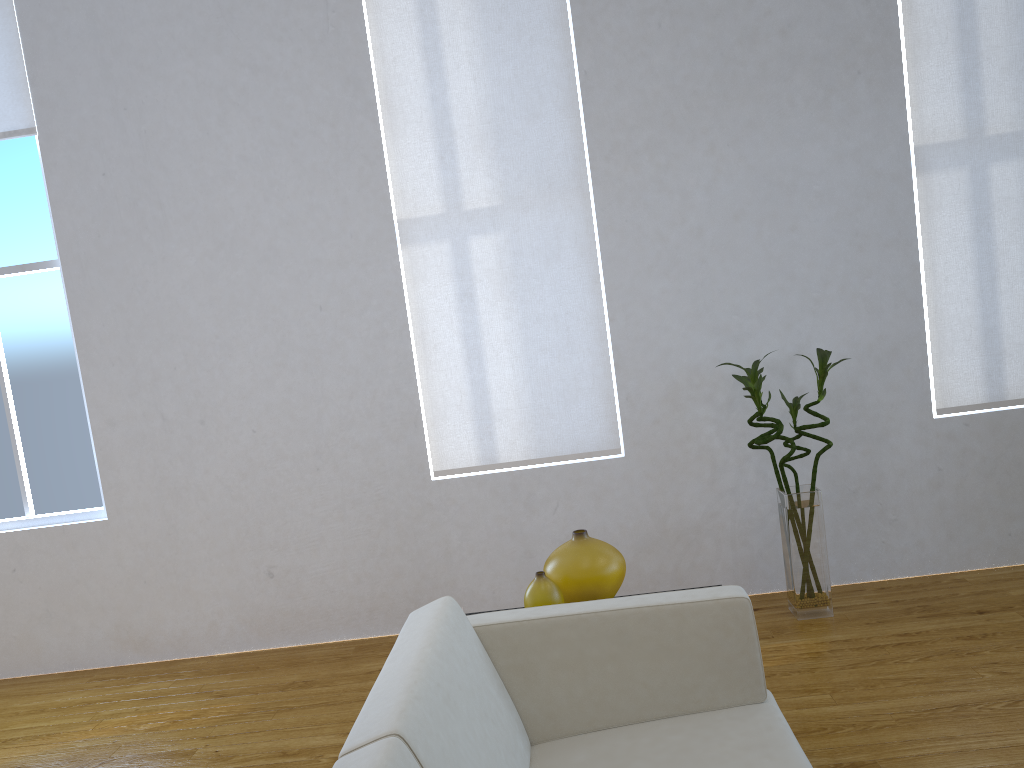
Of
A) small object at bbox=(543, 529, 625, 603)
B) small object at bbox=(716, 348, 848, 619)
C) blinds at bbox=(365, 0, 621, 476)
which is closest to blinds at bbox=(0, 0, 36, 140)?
blinds at bbox=(365, 0, 621, 476)

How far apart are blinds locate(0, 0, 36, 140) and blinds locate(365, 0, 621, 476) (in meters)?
1.40

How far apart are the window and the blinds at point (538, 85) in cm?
142

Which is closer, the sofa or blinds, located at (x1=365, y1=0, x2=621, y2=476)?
the sofa

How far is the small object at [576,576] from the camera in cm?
213

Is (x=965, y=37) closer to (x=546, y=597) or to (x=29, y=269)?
(x=546, y=597)

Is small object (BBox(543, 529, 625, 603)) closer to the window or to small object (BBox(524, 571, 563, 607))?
small object (BBox(524, 571, 563, 607))

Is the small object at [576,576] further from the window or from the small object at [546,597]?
the window

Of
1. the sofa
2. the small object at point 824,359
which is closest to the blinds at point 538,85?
the small object at point 824,359

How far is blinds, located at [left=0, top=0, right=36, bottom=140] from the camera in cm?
350
